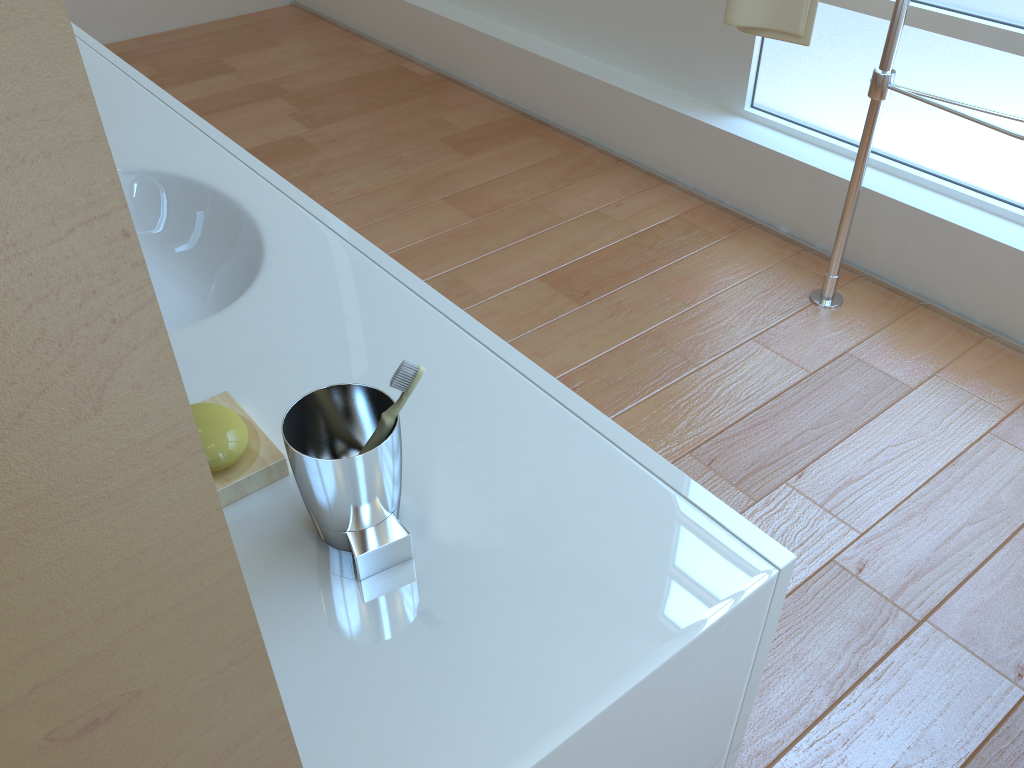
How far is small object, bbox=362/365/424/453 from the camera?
0.7 meters

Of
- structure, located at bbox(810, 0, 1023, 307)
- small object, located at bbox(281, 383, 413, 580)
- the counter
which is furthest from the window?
small object, located at bbox(281, 383, 413, 580)

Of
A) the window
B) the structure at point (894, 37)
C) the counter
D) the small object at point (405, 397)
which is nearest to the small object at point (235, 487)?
the counter

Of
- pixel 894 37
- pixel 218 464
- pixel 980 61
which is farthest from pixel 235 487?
pixel 980 61

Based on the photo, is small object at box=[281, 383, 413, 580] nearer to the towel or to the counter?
the counter

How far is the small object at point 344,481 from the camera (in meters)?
0.67

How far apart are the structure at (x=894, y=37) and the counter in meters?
1.4 m

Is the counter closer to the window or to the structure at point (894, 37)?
the structure at point (894, 37)

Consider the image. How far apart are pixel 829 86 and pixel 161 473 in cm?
264

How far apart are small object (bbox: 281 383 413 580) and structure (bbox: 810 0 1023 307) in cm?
167
